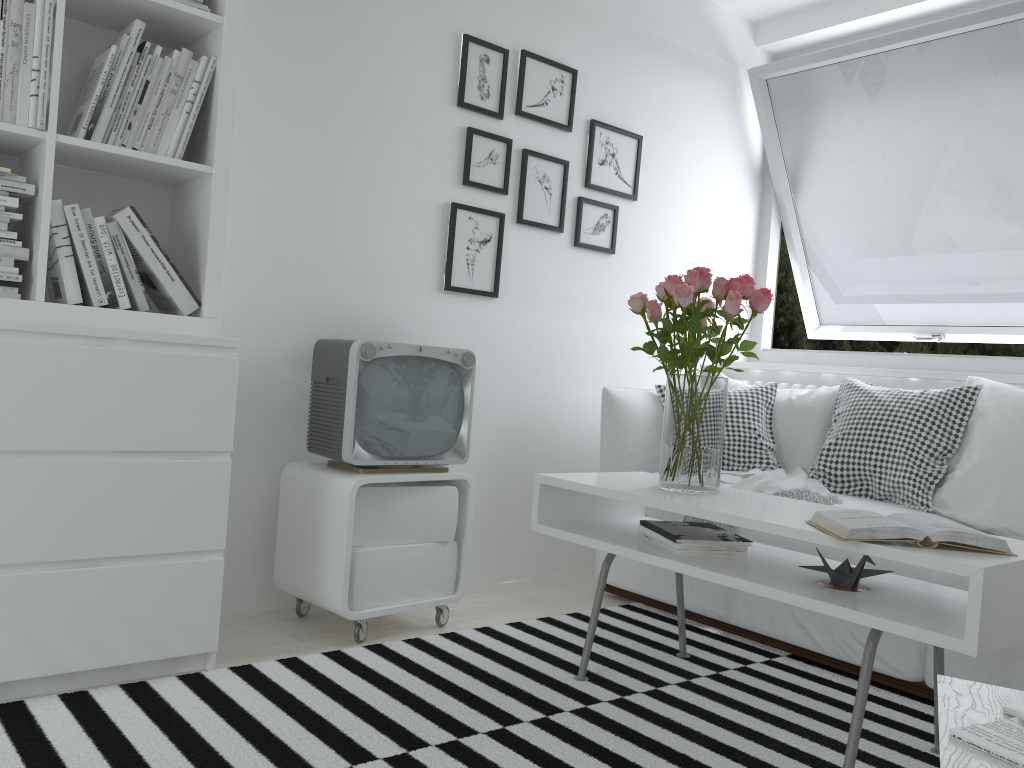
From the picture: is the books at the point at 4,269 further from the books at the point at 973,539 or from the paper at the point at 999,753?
the paper at the point at 999,753

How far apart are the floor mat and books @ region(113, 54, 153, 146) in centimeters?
128cm

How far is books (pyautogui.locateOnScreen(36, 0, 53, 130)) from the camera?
2.0m

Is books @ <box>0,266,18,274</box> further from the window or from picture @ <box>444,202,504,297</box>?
the window

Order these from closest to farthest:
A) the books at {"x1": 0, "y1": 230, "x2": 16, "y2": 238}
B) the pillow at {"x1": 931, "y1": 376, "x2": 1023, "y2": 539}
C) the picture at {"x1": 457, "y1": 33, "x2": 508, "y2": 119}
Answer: the books at {"x1": 0, "y1": 230, "x2": 16, "y2": 238}, the pillow at {"x1": 931, "y1": 376, "x2": 1023, "y2": 539}, the picture at {"x1": 457, "y1": 33, "x2": 508, "y2": 119}

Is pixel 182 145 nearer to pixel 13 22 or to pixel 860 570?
pixel 13 22

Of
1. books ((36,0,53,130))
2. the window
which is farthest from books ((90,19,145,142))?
the window

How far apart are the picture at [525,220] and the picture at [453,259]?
0.09m

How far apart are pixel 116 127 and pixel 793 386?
2.7 meters

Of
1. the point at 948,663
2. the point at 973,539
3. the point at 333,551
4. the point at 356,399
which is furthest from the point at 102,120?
the point at 948,663
